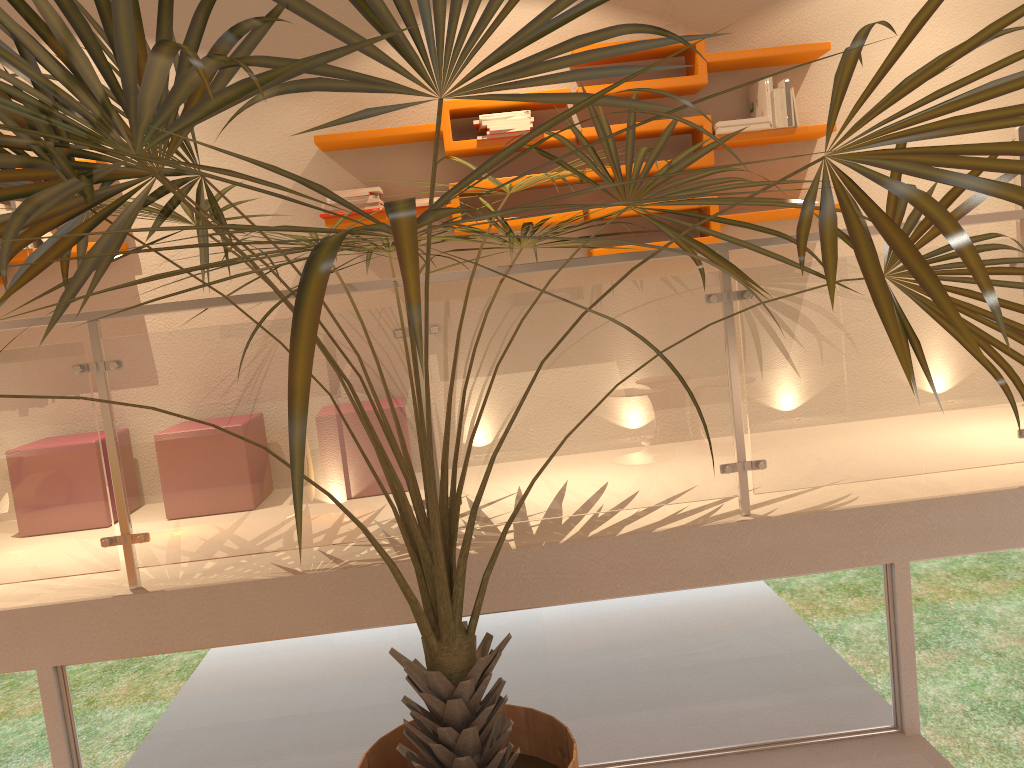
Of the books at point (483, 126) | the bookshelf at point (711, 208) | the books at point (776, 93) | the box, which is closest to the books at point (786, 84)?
the books at point (776, 93)

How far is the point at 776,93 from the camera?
3.94m

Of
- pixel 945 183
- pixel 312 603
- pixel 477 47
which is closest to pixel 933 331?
pixel 945 183

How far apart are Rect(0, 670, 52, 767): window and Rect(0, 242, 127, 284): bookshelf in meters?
1.9 m

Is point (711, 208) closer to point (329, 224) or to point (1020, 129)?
point (1020, 129)

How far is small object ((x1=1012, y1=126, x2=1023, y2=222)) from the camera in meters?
4.1 m

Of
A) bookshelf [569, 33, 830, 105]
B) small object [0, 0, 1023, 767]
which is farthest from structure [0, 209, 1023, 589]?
bookshelf [569, 33, 830, 105]

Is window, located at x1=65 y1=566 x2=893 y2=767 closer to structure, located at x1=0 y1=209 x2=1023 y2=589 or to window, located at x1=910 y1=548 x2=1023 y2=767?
window, located at x1=910 y1=548 x2=1023 y2=767

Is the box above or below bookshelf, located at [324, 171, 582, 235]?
above

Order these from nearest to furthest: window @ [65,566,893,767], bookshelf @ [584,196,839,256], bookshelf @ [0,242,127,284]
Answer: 1. window @ [65,566,893,767]
2. bookshelf @ [0,242,127,284]
3. bookshelf @ [584,196,839,256]
